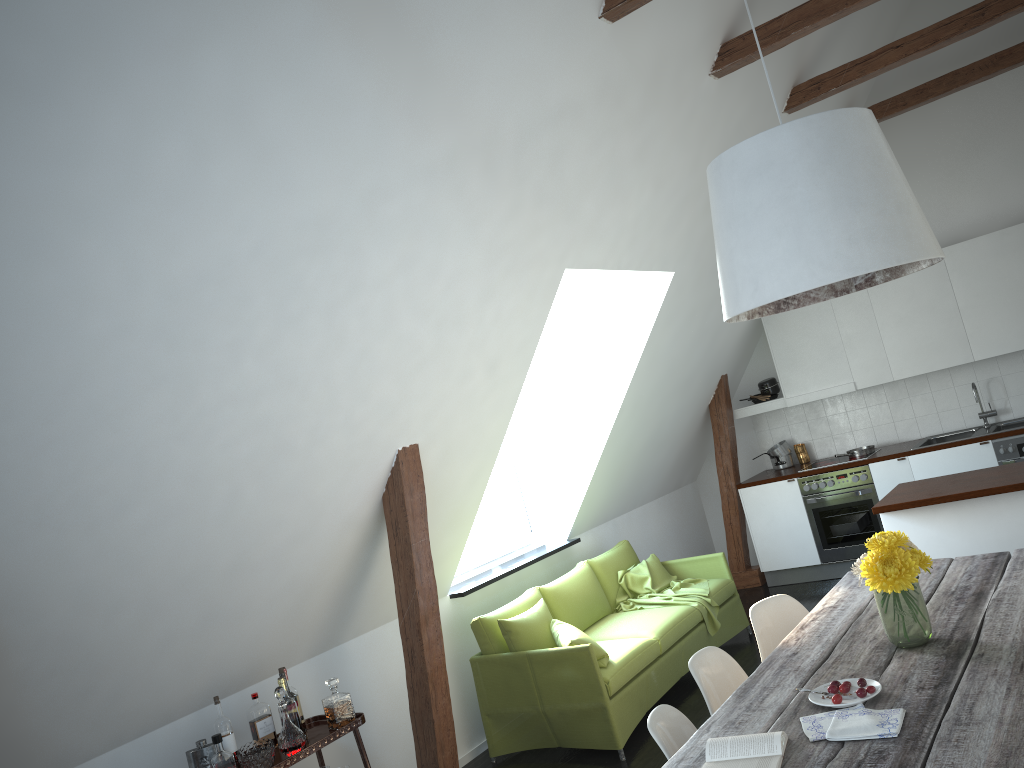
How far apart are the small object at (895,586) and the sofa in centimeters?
206cm

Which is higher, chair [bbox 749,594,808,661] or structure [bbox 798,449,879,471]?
structure [bbox 798,449,879,471]

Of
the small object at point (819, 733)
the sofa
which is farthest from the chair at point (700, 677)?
the sofa

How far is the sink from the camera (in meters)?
6.91

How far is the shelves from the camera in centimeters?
368cm

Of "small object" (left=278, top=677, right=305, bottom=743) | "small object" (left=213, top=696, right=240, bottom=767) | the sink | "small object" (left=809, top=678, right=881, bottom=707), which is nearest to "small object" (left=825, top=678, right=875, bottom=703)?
"small object" (left=809, top=678, right=881, bottom=707)

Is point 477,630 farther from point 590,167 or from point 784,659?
point 590,167

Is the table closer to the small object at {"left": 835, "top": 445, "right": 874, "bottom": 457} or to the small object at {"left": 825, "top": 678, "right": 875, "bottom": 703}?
the small object at {"left": 825, "top": 678, "right": 875, "bottom": 703}

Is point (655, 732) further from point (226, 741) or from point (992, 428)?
point (992, 428)

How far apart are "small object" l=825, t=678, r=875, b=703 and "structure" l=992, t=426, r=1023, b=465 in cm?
465
